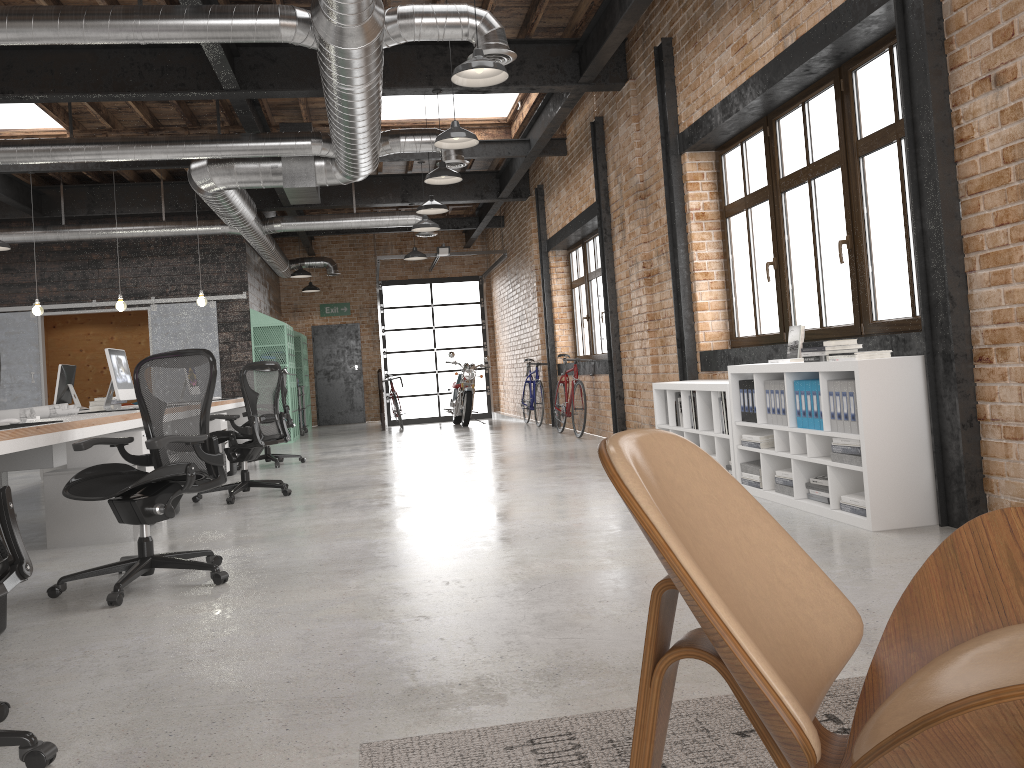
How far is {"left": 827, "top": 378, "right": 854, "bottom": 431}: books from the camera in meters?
4.5

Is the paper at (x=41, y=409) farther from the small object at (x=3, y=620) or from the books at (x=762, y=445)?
the books at (x=762, y=445)

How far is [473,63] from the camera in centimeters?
528cm

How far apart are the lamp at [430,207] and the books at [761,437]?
5.3m

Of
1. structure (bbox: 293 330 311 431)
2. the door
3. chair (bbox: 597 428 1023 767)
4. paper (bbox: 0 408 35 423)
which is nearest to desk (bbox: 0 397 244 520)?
paper (bbox: 0 408 35 423)

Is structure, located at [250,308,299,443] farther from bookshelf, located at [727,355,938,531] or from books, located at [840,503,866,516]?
books, located at [840,503,866,516]

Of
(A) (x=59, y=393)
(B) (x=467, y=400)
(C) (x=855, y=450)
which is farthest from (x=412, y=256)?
(C) (x=855, y=450)

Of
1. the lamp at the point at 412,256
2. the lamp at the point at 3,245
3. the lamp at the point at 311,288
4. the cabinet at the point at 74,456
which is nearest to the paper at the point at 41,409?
the cabinet at the point at 74,456

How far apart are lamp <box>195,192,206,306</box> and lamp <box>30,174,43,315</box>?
1.78m

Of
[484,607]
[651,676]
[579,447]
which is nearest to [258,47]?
[579,447]
